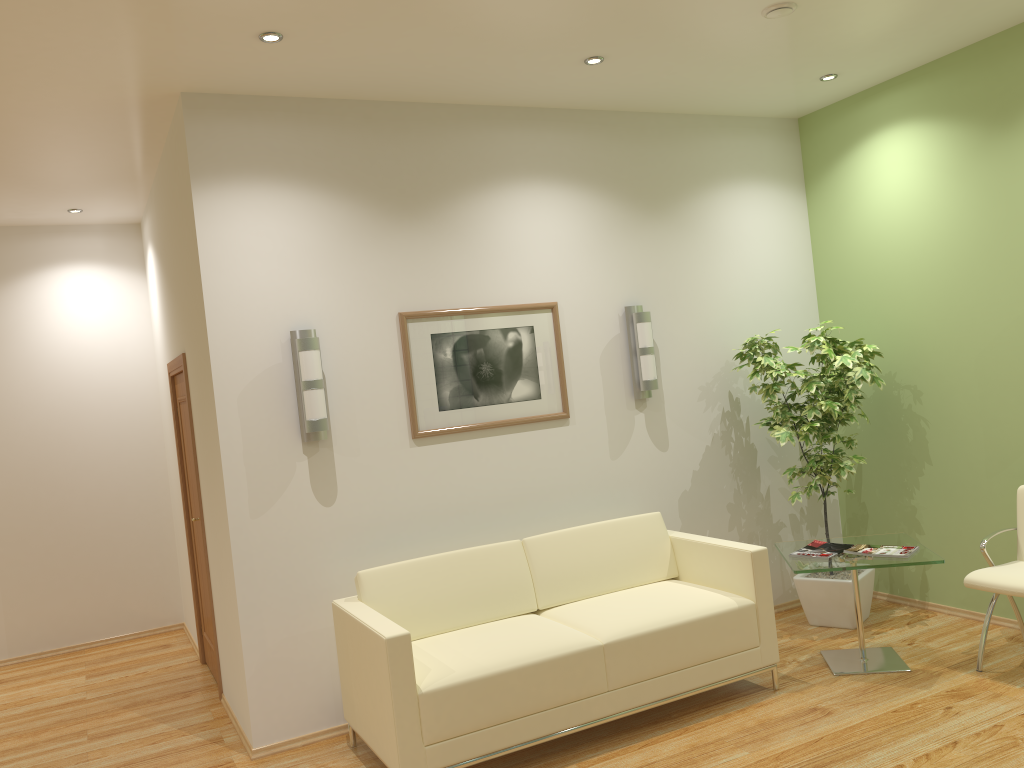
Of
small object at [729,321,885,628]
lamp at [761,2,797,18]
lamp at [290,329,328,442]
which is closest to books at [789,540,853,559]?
small object at [729,321,885,628]

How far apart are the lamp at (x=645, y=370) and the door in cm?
285

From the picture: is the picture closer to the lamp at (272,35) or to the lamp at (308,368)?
the lamp at (308,368)

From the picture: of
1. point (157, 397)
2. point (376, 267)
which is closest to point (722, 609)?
point (376, 267)

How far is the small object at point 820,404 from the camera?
5.4m

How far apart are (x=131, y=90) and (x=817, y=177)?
4.35m

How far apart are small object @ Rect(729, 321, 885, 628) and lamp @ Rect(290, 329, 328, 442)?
2.64m

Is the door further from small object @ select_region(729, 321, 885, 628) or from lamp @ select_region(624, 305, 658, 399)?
small object @ select_region(729, 321, 885, 628)

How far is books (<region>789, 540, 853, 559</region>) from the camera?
4.8m

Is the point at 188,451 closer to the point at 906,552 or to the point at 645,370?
the point at 645,370
